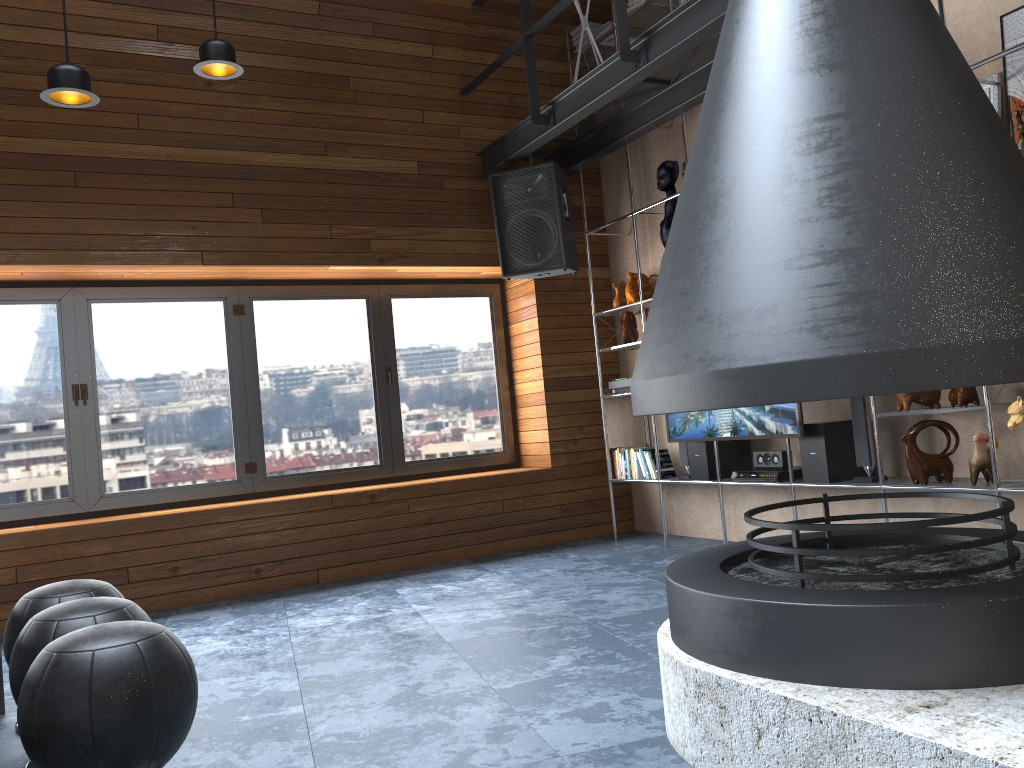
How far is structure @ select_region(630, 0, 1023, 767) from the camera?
1.8m

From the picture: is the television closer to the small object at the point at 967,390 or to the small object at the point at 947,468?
the small object at the point at 947,468

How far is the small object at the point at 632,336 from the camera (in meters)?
5.93

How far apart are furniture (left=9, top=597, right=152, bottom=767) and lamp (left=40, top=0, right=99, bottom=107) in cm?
197

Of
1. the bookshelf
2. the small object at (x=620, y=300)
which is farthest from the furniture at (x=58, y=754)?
the small object at (x=620, y=300)

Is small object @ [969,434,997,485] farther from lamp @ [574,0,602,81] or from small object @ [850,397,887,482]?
lamp @ [574,0,602,81]

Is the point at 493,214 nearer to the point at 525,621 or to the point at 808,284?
the point at 525,621

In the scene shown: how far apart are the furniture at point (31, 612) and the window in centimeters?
244cm

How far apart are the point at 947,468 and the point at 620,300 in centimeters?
255cm

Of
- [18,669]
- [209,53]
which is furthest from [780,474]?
[18,669]
